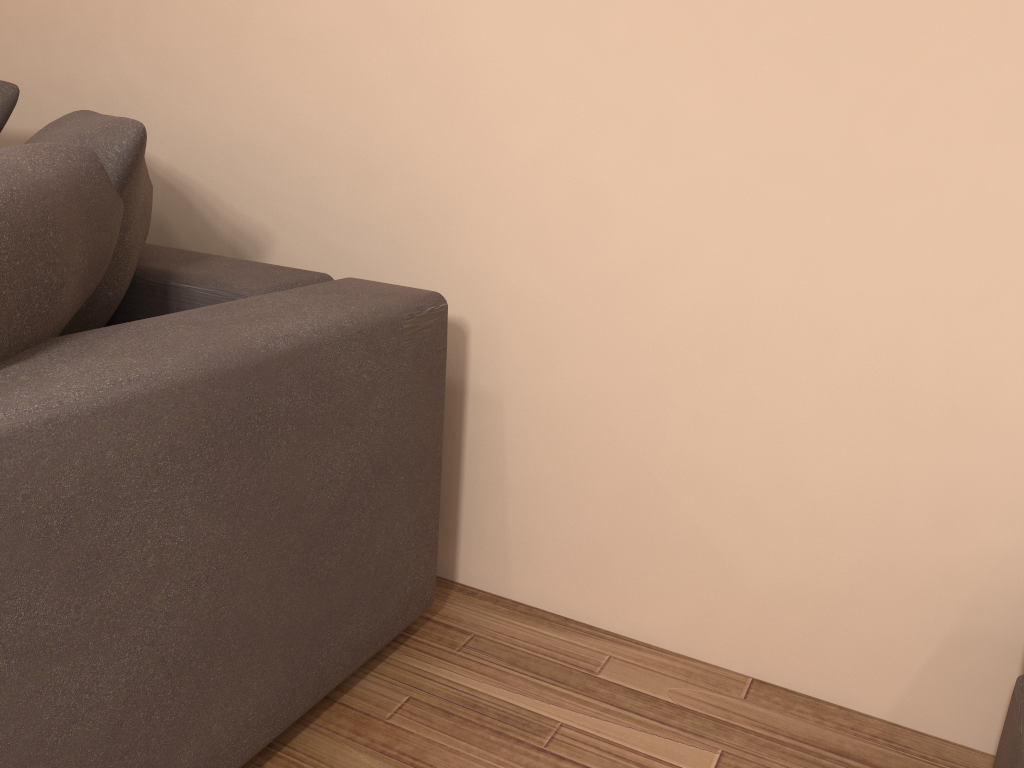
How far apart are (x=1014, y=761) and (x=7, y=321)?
1.5m

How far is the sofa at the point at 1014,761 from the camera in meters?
1.3

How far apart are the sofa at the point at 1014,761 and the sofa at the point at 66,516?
1.1 meters

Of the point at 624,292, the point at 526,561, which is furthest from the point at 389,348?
the point at 526,561

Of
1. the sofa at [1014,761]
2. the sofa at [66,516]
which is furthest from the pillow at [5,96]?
the sofa at [1014,761]

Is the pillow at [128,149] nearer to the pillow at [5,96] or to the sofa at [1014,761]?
the pillow at [5,96]

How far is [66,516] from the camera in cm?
103

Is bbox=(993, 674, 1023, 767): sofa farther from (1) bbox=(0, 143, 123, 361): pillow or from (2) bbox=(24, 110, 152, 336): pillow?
(2) bbox=(24, 110, 152, 336): pillow

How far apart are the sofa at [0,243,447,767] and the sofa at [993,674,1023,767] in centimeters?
107cm

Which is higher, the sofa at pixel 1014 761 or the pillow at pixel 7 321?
the pillow at pixel 7 321
